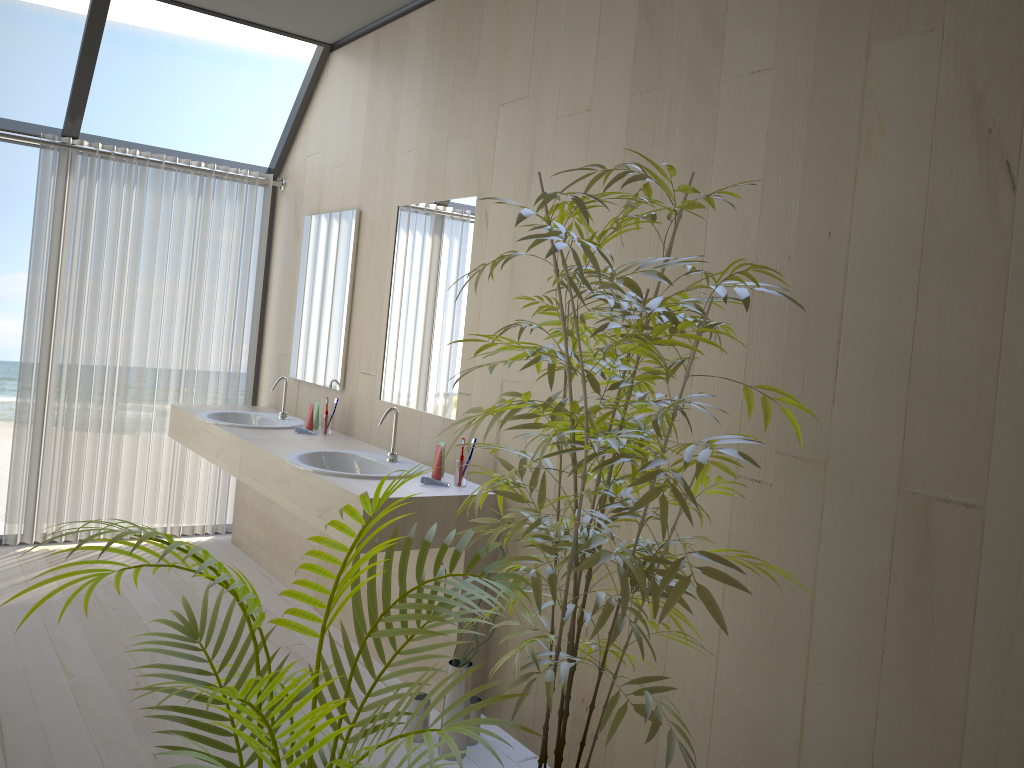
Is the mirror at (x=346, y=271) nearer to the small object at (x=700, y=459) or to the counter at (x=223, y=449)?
the counter at (x=223, y=449)

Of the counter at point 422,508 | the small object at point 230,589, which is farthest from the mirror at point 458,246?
the small object at point 230,589

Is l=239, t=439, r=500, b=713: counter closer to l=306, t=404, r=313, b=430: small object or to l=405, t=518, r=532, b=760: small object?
l=405, t=518, r=532, b=760: small object

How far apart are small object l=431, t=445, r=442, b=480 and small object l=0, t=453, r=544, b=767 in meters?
1.4

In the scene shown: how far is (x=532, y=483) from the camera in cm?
207

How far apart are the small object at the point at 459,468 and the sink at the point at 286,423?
1.4 meters

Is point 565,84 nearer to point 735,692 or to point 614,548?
point 614,548

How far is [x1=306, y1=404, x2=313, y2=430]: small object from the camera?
A: 4.2 meters

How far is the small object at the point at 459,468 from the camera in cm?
316

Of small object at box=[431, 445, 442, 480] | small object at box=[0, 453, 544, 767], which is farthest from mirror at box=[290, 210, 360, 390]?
small object at box=[0, 453, 544, 767]
